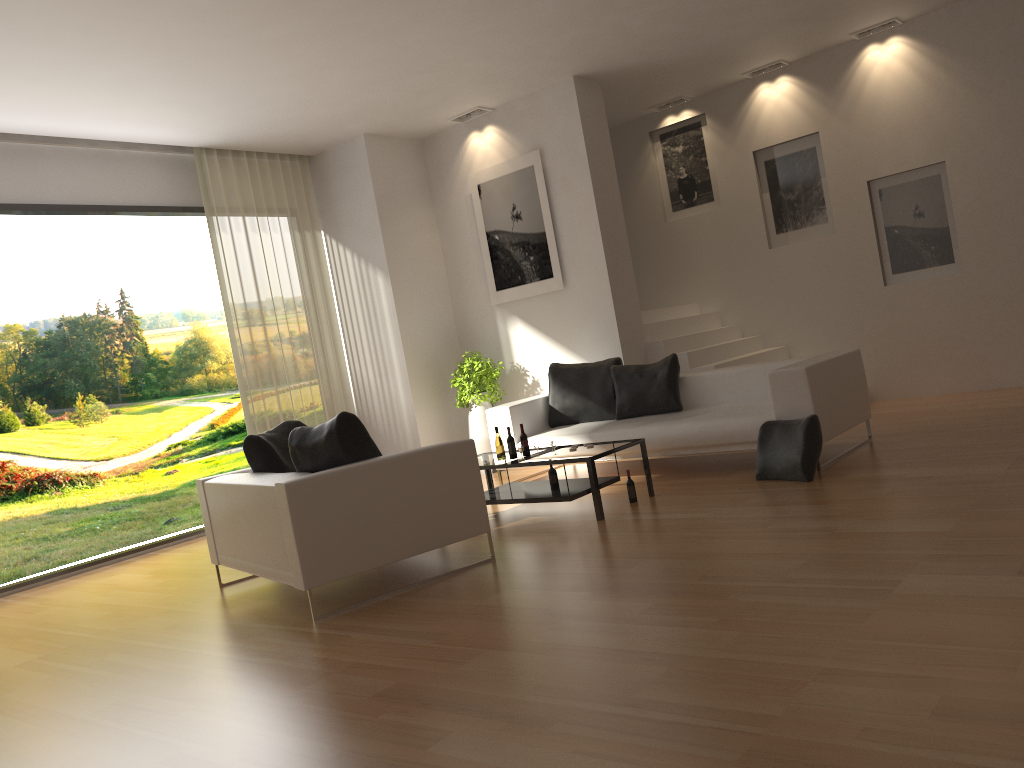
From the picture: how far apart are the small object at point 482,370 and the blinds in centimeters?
134cm

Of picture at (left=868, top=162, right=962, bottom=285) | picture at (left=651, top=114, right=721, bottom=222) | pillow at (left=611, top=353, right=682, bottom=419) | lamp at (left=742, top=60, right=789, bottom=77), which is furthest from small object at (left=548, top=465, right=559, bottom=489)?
lamp at (left=742, top=60, right=789, bottom=77)

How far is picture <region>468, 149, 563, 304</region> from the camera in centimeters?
905cm

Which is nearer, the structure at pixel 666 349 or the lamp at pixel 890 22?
the lamp at pixel 890 22

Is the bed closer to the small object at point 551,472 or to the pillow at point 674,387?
the pillow at point 674,387

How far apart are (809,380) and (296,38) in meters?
4.5

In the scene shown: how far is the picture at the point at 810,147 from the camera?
9.6m

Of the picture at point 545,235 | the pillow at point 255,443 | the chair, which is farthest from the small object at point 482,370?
the chair

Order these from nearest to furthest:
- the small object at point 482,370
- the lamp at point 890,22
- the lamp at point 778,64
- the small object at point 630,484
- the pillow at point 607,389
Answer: the small object at point 630,484
the pillow at point 607,389
the lamp at point 890,22
the small object at point 482,370
the lamp at point 778,64

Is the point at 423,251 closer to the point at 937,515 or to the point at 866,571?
the point at 937,515
